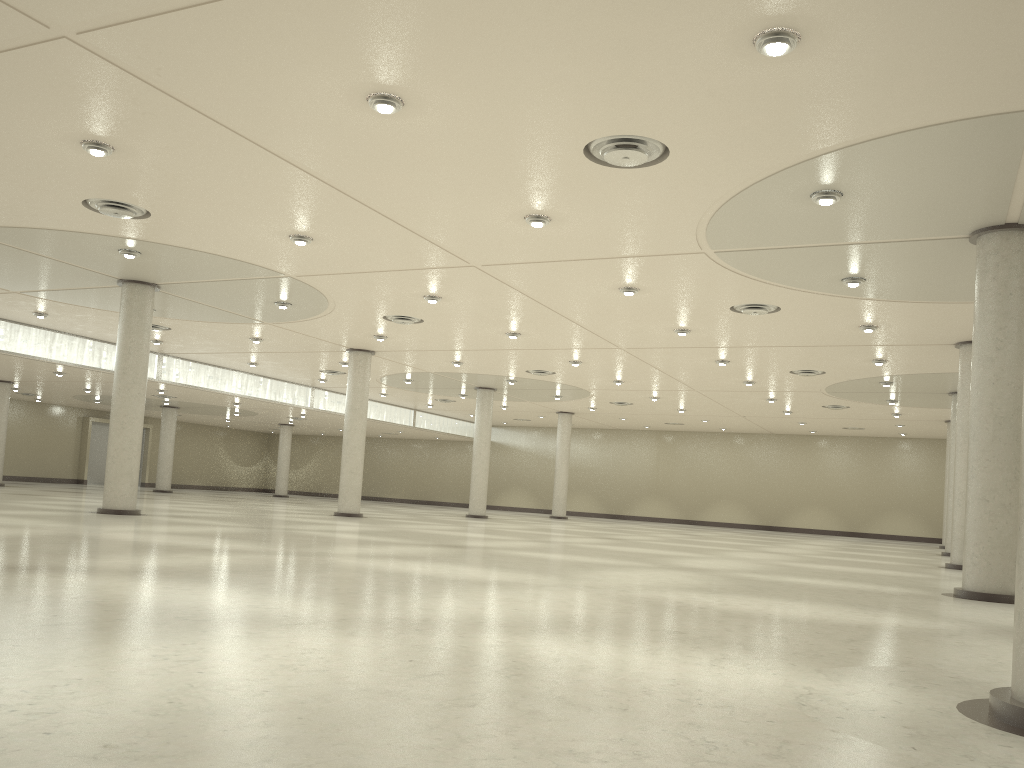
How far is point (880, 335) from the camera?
49.9 meters

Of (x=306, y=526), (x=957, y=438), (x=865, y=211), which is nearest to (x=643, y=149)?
(x=865, y=211)
